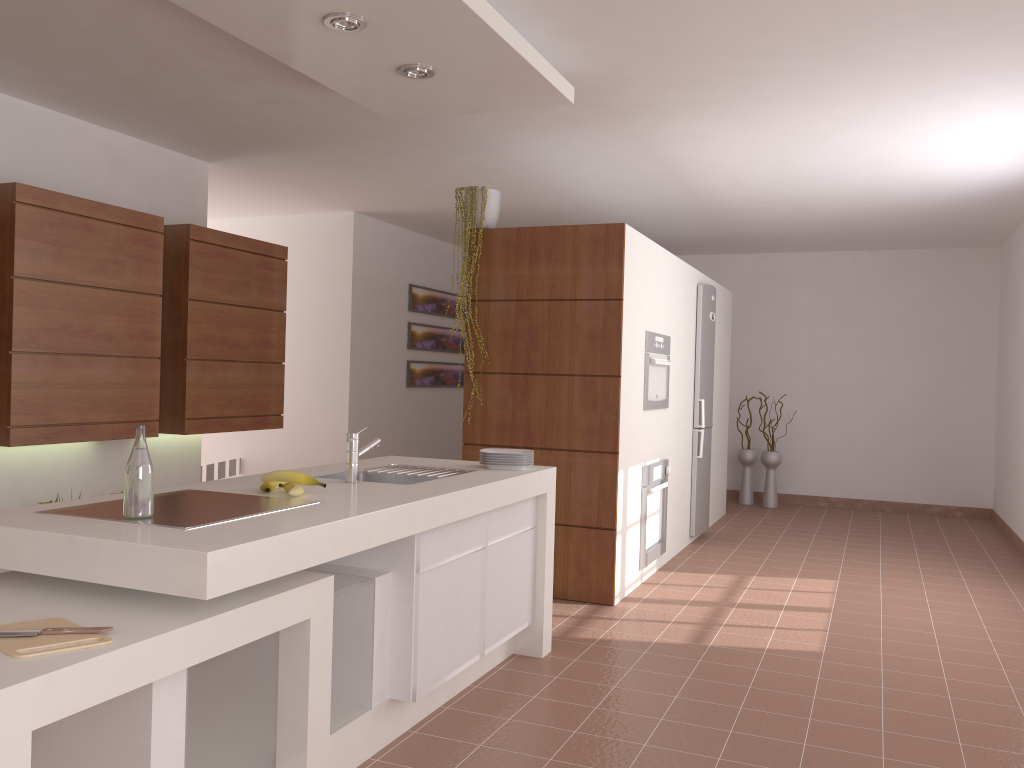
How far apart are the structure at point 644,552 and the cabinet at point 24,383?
2.42m

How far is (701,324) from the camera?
6.5 meters

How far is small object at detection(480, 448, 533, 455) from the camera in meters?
3.8 m

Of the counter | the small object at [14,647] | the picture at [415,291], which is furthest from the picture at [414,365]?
the small object at [14,647]

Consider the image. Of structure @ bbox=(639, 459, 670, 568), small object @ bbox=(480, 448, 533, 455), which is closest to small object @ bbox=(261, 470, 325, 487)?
small object @ bbox=(480, 448, 533, 455)

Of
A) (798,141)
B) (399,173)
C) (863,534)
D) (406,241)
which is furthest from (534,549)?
(406,241)

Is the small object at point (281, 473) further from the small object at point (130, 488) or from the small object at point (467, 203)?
the small object at point (467, 203)

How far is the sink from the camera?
3.1m

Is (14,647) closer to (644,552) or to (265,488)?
(265,488)

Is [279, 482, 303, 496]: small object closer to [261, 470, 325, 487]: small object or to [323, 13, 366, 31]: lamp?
[261, 470, 325, 487]: small object
